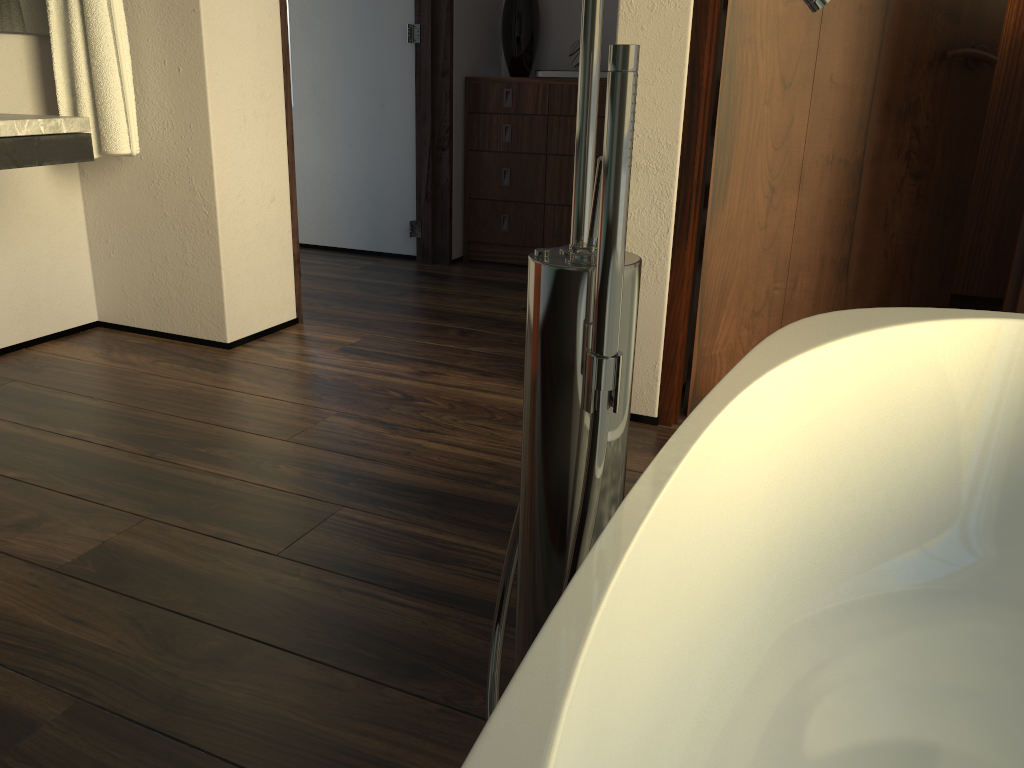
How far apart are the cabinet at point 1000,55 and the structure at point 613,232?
2.6 meters

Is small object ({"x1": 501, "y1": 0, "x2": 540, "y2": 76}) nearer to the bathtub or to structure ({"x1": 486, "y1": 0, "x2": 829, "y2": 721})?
the bathtub

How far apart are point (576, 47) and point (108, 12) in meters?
2.0

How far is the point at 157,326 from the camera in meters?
2.8 m

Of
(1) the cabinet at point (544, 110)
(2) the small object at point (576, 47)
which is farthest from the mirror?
(2) the small object at point (576, 47)

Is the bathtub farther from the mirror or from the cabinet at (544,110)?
the cabinet at (544,110)

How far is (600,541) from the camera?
0.6 meters

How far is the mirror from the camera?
2.42m

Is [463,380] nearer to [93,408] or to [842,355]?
[93,408]

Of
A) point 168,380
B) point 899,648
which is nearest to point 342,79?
point 168,380
